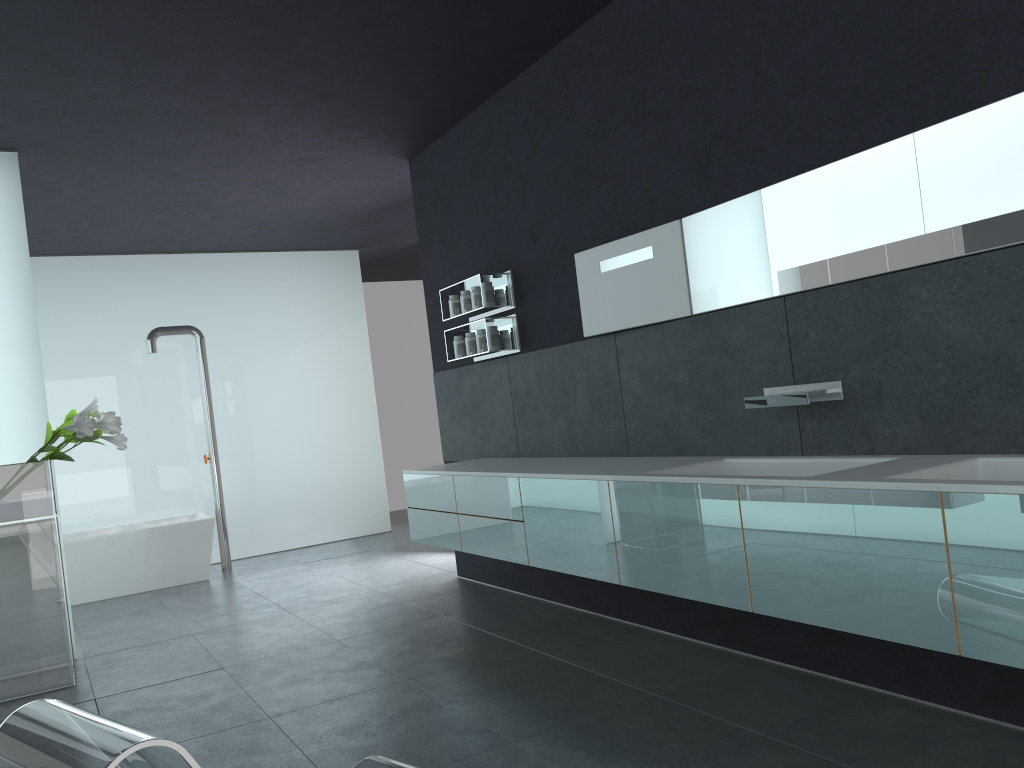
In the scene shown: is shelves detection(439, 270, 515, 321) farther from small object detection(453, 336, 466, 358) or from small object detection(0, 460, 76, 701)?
small object detection(0, 460, 76, 701)

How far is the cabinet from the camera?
2.8 meters

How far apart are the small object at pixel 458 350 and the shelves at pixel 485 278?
0.19m

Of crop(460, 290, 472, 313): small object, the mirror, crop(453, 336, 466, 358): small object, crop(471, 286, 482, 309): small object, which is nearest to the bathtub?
crop(453, 336, 466, 358): small object

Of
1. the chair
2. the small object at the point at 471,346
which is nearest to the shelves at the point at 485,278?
the small object at the point at 471,346

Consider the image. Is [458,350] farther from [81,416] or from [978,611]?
[978,611]

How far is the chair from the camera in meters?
1.9

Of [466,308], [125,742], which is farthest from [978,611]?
[466,308]

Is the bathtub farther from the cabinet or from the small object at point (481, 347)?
the small object at point (481, 347)

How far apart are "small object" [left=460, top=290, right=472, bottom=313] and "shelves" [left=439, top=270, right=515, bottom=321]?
0.05m
